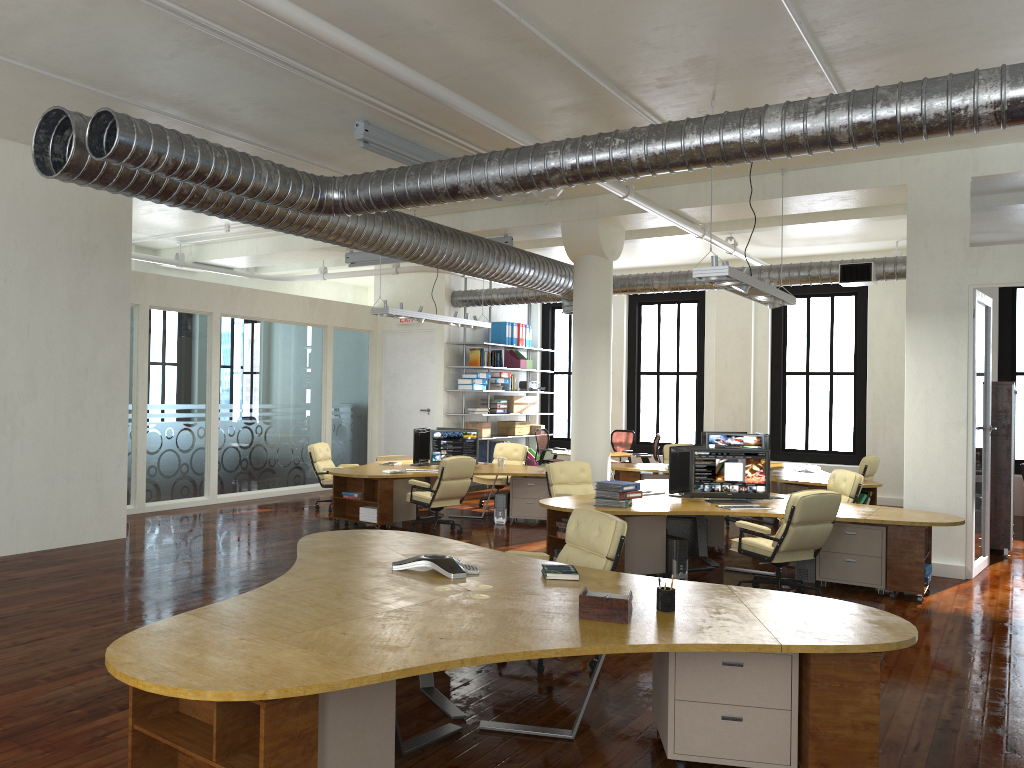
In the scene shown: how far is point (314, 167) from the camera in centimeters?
1039cm

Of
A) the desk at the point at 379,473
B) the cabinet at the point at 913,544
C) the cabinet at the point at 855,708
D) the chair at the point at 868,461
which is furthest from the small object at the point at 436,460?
the cabinet at the point at 855,708

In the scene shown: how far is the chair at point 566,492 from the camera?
10.59m

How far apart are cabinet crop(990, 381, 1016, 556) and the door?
8.76m

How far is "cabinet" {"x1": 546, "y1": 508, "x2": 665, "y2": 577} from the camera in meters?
8.6

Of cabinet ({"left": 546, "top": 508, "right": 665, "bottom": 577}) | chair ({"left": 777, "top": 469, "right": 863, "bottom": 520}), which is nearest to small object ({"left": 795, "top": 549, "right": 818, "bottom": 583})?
cabinet ({"left": 546, "top": 508, "right": 665, "bottom": 577})

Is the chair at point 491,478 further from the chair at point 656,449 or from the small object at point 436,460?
the chair at point 656,449

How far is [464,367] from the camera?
16.6 meters

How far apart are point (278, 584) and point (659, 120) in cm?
609

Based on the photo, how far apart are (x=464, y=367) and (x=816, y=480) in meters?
6.5 m
